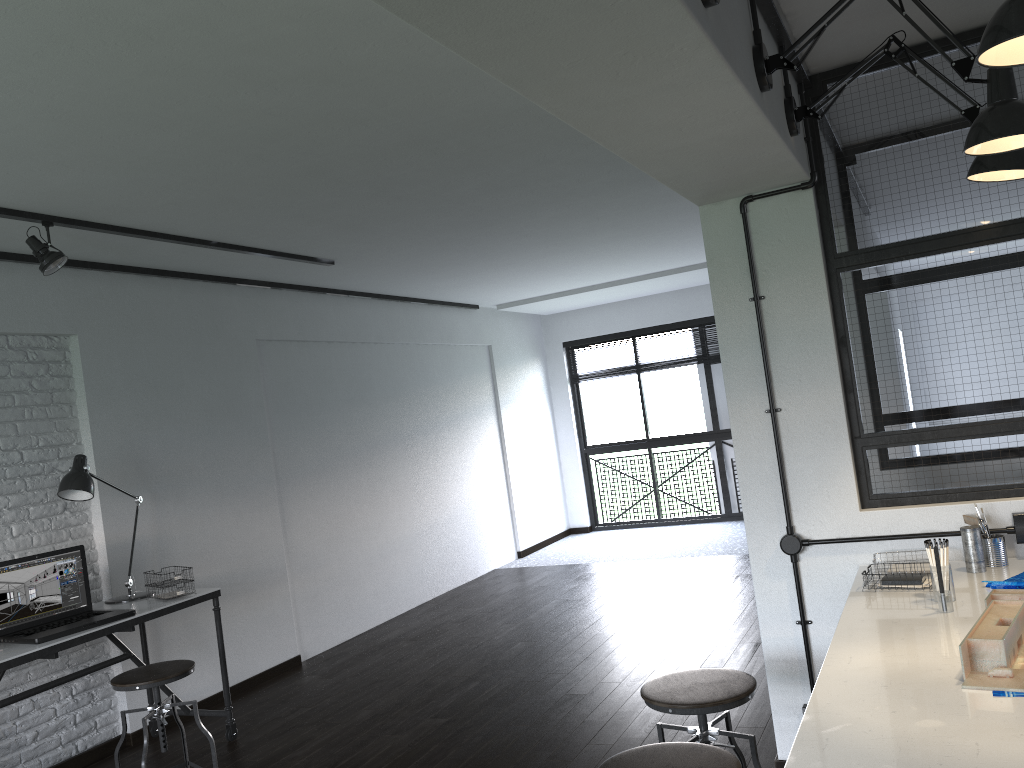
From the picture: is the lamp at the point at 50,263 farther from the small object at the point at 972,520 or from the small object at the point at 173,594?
the small object at the point at 972,520

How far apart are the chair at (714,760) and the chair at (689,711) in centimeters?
27cm

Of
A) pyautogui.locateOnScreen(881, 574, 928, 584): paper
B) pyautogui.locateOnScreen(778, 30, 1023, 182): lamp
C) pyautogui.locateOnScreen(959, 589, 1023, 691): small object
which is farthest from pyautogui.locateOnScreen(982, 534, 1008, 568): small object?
pyautogui.locateOnScreen(778, 30, 1023, 182): lamp

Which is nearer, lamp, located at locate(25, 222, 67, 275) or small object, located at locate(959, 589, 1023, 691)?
small object, located at locate(959, 589, 1023, 691)

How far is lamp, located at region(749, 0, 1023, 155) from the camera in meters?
1.8 m

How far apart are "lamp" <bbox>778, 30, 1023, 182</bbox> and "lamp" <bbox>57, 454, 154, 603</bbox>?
3.2 meters

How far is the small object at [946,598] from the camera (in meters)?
2.18

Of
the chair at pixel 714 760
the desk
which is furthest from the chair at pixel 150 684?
the chair at pixel 714 760

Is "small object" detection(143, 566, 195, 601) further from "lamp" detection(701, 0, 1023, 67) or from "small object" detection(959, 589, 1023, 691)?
"lamp" detection(701, 0, 1023, 67)

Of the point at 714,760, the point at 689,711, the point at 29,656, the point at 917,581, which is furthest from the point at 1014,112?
the point at 29,656
